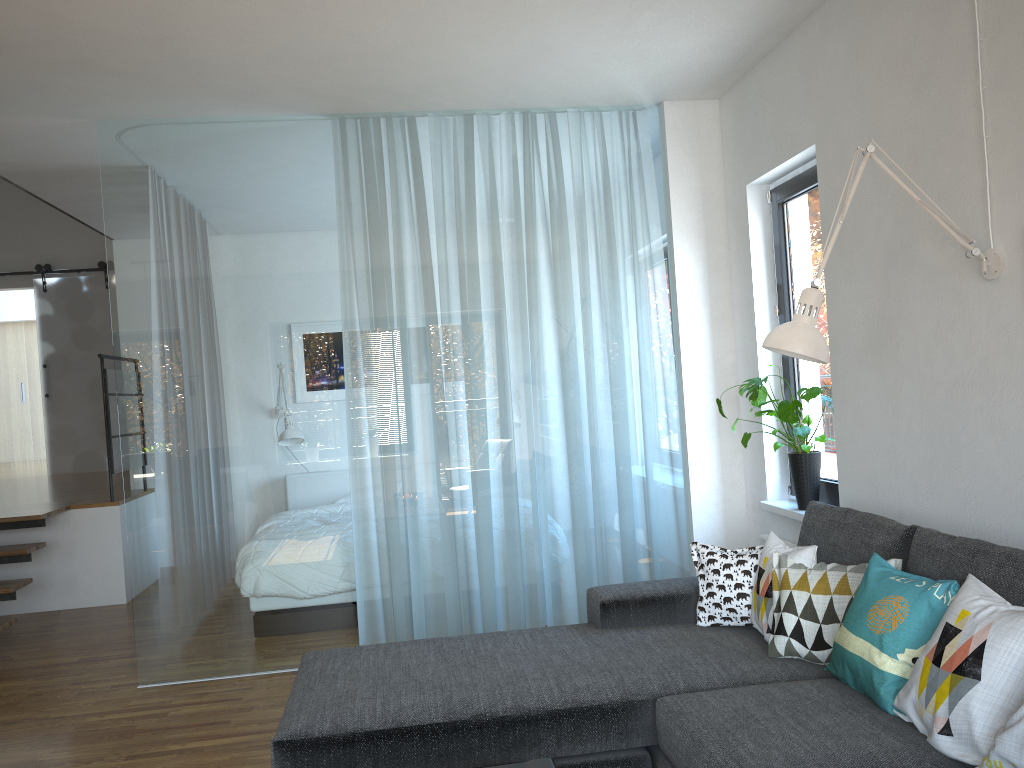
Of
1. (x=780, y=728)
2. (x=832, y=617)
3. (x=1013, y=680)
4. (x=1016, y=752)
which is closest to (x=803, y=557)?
(x=832, y=617)

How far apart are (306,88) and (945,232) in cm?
281

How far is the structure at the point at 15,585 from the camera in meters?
5.4

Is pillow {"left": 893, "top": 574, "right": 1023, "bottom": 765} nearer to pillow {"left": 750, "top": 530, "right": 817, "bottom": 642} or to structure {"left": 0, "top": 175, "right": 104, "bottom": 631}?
pillow {"left": 750, "top": 530, "right": 817, "bottom": 642}

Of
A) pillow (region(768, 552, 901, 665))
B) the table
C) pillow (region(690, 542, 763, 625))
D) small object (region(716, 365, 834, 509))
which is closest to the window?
small object (region(716, 365, 834, 509))

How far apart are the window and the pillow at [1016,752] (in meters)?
2.14

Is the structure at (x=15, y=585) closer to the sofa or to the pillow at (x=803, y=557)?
the sofa

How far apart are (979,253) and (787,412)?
1.34m

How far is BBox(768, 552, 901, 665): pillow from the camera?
2.67m

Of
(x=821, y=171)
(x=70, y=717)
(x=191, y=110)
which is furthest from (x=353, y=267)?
(x=70, y=717)
